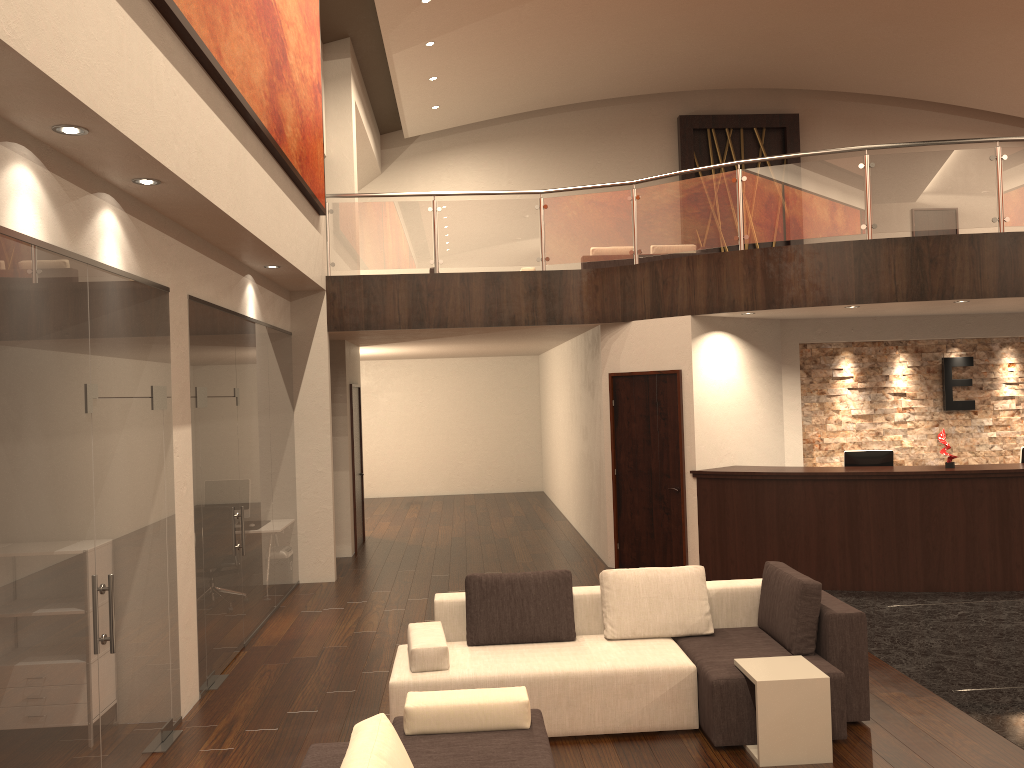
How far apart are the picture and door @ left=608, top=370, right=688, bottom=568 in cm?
369

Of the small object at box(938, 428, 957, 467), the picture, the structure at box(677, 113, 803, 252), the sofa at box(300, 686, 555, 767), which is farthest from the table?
the structure at box(677, 113, 803, 252)

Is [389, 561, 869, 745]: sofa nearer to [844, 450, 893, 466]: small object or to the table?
the table

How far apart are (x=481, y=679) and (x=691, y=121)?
15.5m

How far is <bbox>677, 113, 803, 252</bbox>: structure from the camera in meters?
18.3 m

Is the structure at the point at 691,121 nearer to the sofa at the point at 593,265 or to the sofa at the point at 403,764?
the sofa at the point at 593,265

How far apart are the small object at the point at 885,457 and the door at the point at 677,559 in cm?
171

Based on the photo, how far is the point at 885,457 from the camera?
9.2m

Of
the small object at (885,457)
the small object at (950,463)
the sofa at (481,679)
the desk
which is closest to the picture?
the sofa at (481,679)

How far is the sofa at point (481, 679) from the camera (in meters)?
5.14
